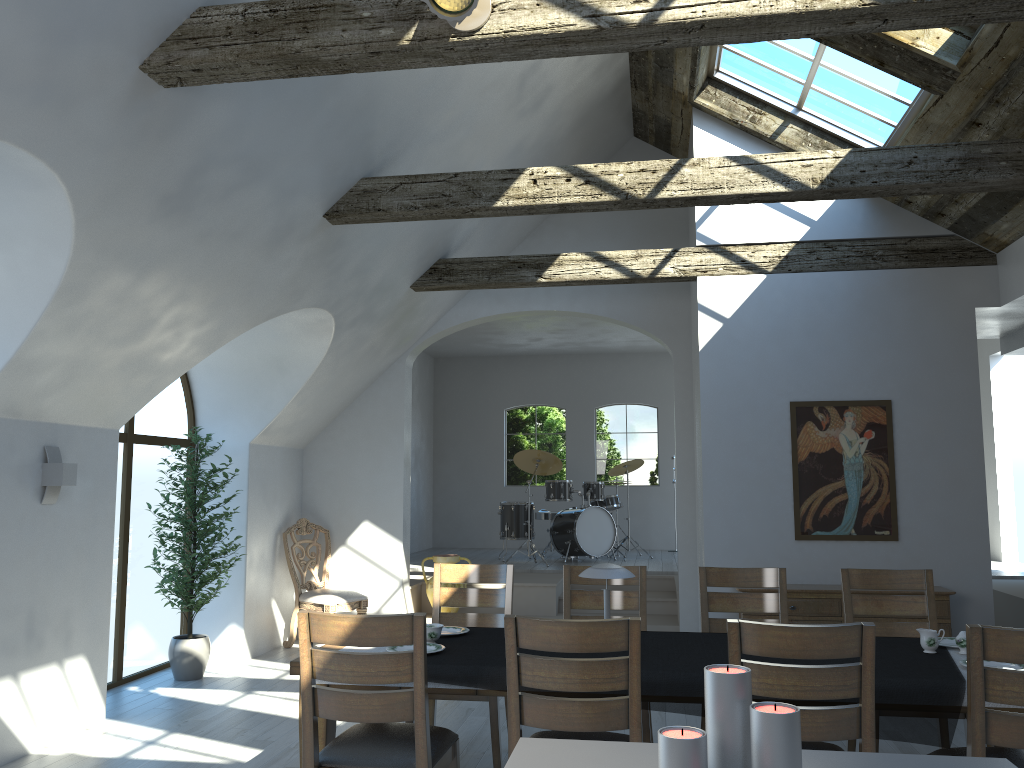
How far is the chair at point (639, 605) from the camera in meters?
4.9 m

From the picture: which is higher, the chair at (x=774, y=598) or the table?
the chair at (x=774, y=598)

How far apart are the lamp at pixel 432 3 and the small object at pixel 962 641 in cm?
315

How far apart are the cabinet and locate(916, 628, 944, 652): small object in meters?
2.6 m

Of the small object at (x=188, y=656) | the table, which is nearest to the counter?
the table

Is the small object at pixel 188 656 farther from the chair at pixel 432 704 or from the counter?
the counter

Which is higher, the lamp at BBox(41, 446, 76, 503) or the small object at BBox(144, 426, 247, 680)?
the lamp at BBox(41, 446, 76, 503)

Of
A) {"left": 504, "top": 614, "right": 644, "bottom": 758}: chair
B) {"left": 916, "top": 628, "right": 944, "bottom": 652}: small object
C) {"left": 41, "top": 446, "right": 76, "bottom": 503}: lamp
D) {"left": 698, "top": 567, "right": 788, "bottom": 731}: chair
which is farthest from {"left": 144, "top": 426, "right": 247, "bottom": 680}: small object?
{"left": 916, "top": 628, "right": 944, "bottom": 652}: small object

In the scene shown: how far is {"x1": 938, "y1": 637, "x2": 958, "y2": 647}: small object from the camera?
3.92m

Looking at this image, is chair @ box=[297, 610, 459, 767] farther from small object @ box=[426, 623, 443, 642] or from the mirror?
the mirror
